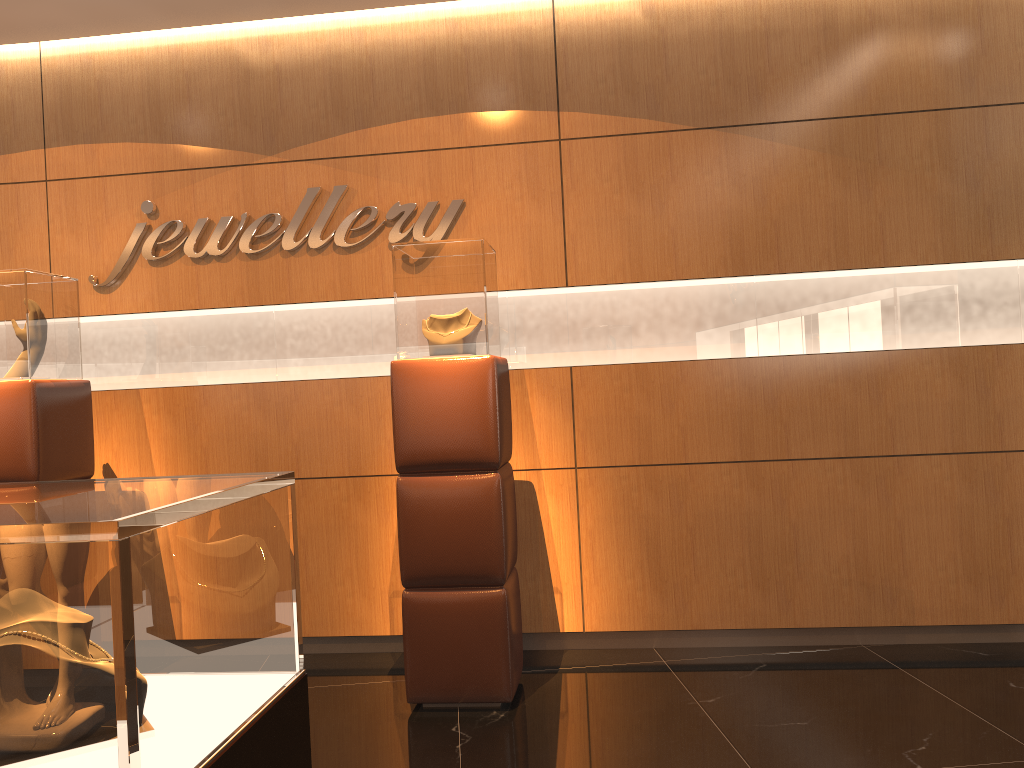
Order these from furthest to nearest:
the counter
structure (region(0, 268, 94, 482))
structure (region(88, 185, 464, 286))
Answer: structure (region(88, 185, 464, 286)) < structure (region(0, 268, 94, 482)) < the counter

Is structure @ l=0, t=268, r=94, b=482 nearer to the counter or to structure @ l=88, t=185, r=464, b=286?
structure @ l=88, t=185, r=464, b=286

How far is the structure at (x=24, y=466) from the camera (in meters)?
3.95

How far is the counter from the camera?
1.07m

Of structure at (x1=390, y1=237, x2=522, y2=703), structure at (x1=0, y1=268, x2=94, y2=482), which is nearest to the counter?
structure at (x1=390, y1=237, x2=522, y2=703)

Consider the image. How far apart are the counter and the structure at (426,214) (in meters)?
3.03

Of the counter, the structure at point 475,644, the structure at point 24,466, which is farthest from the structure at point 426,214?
the counter

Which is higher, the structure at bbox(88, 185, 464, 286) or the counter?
the structure at bbox(88, 185, 464, 286)

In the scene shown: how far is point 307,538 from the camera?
4.65m

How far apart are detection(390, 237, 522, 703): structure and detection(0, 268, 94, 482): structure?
1.6m
